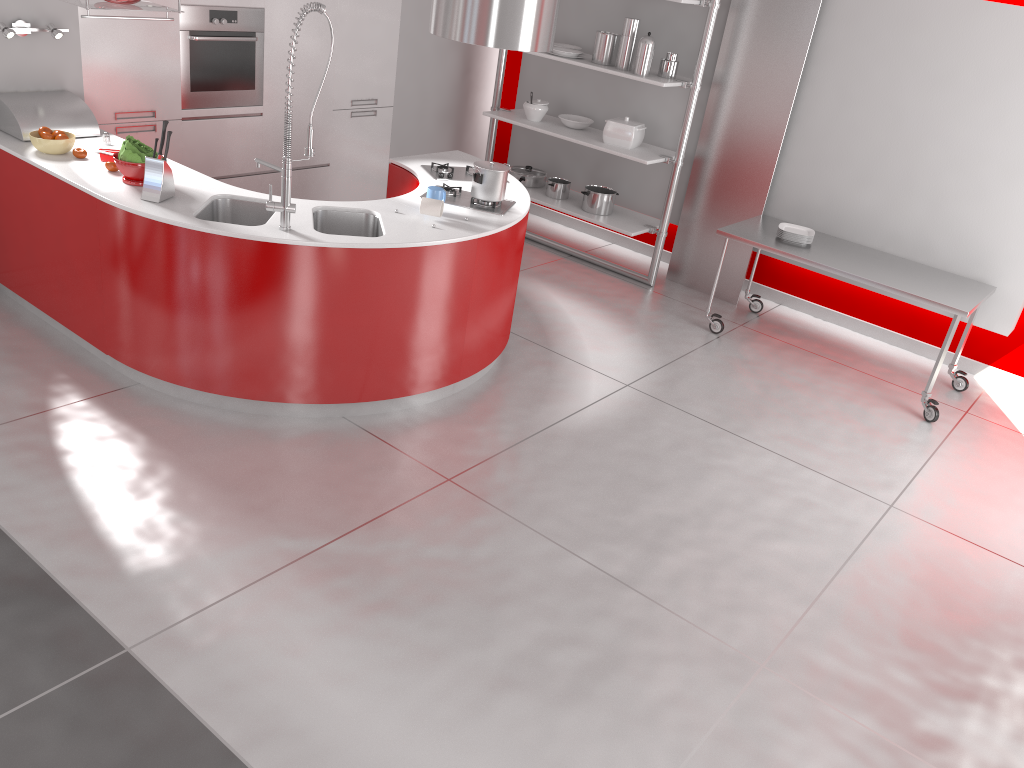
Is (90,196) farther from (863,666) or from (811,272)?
(811,272)

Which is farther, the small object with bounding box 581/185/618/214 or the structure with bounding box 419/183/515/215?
the small object with bounding box 581/185/618/214

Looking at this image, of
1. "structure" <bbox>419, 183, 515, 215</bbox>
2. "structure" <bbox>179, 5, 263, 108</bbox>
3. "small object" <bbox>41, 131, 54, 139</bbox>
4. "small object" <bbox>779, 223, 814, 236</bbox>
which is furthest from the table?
"small object" <bbox>41, 131, 54, 139</bbox>

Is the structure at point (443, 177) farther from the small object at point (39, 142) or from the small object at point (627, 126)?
the small object at point (39, 142)

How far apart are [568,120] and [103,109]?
3.2m

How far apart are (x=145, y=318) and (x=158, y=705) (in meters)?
1.96

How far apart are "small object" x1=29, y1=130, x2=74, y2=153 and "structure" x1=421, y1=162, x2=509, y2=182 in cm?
183

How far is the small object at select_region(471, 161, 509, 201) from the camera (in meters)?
4.48

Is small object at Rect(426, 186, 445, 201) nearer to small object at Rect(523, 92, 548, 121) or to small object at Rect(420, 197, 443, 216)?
small object at Rect(420, 197, 443, 216)

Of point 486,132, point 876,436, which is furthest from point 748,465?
point 486,132
